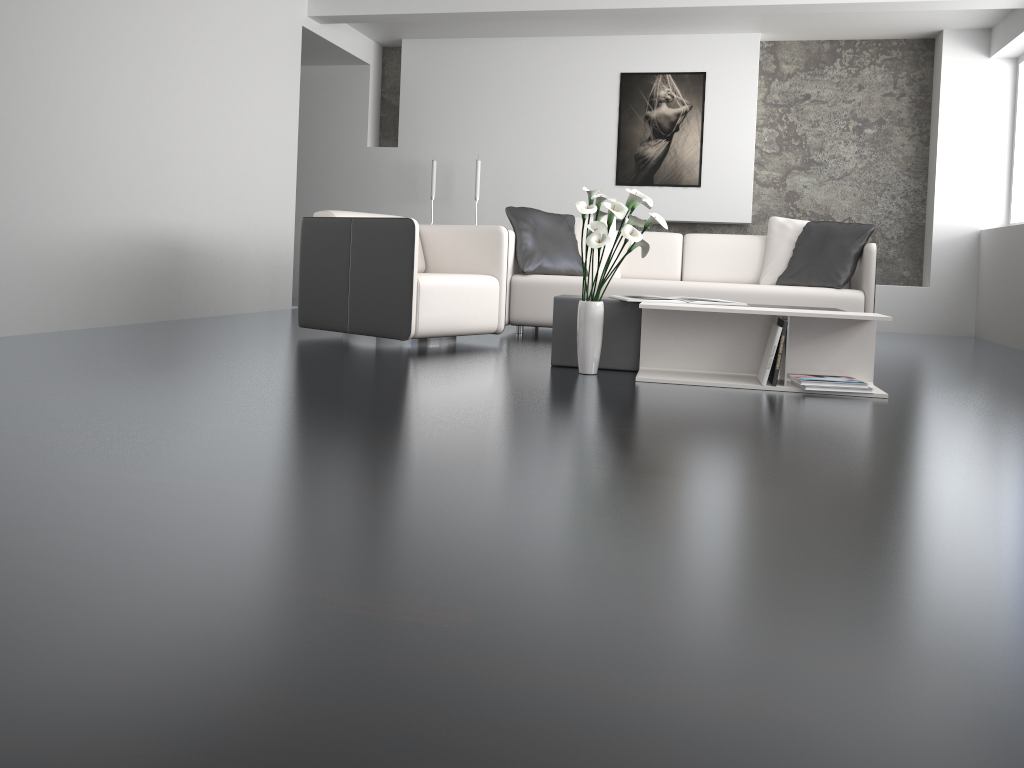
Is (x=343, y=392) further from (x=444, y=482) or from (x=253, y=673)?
(x=253, y=673)

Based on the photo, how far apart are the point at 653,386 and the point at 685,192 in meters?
4.5 m

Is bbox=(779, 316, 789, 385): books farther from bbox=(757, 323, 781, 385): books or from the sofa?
the sofa

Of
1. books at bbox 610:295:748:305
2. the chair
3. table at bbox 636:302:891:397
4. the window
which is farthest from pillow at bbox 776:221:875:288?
the window

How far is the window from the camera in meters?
6.9 m

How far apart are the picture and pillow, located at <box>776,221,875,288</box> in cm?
208

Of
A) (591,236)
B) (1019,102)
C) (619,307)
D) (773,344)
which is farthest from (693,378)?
(1019,102)

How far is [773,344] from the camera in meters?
3.5 m

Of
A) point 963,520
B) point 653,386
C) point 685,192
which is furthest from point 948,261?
point 963,520

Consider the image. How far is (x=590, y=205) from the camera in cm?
354
